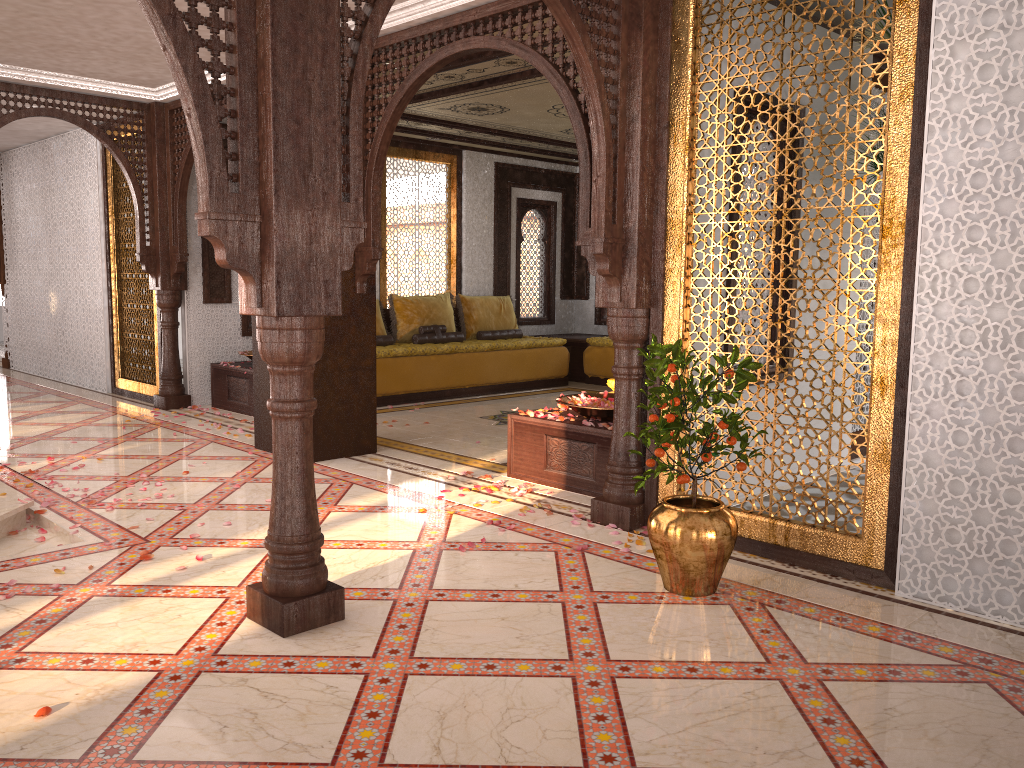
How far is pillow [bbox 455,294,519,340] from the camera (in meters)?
10.38

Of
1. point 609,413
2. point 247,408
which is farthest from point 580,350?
point 609,413

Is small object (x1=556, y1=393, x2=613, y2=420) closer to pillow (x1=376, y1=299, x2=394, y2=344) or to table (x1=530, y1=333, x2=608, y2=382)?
pillow (x1=376, y1=299, x2=394, y2=344)

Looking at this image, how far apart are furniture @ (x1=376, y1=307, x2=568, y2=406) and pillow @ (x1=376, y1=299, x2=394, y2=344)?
0.22m

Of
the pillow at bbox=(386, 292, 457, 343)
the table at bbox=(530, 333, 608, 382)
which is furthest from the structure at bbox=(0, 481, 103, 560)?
the table at bbox=(530, 333, 608, 382)

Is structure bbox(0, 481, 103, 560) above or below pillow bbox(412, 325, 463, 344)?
below

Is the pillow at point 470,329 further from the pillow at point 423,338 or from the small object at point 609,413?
the small object at point 609,413

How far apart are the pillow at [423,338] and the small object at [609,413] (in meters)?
4.18

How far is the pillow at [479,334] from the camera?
10.4 meters

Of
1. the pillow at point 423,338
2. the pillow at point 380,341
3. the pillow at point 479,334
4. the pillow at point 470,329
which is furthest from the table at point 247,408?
the pillow at point 479,334
